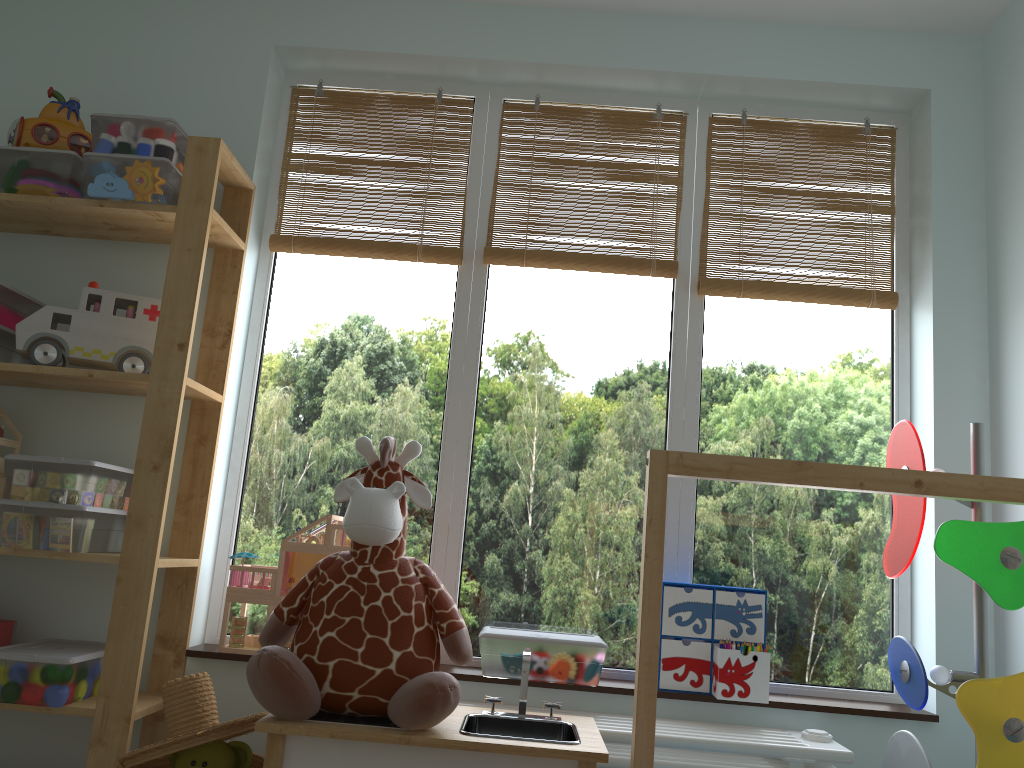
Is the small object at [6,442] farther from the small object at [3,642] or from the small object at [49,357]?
the small object at [3,642]

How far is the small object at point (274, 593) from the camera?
2.1m

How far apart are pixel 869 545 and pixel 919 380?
0.4 meters

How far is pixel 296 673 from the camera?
1.5m

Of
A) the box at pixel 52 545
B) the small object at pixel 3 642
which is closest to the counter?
the box at pixel 52 545

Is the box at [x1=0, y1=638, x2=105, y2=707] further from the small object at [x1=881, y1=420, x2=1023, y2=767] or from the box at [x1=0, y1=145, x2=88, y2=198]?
the small object at [x1=881, y1=420, x2=1023, y2=767]

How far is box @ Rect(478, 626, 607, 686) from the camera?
2.0m

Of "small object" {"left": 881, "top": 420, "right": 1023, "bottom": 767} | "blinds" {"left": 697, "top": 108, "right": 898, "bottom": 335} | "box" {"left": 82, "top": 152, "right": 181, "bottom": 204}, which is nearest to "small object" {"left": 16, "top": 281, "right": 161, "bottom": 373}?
"box" {"left": 82, "top": 152, "right": 181, "bottom": 204}

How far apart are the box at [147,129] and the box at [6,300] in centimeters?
37cm

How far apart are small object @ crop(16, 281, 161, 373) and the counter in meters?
0.9
